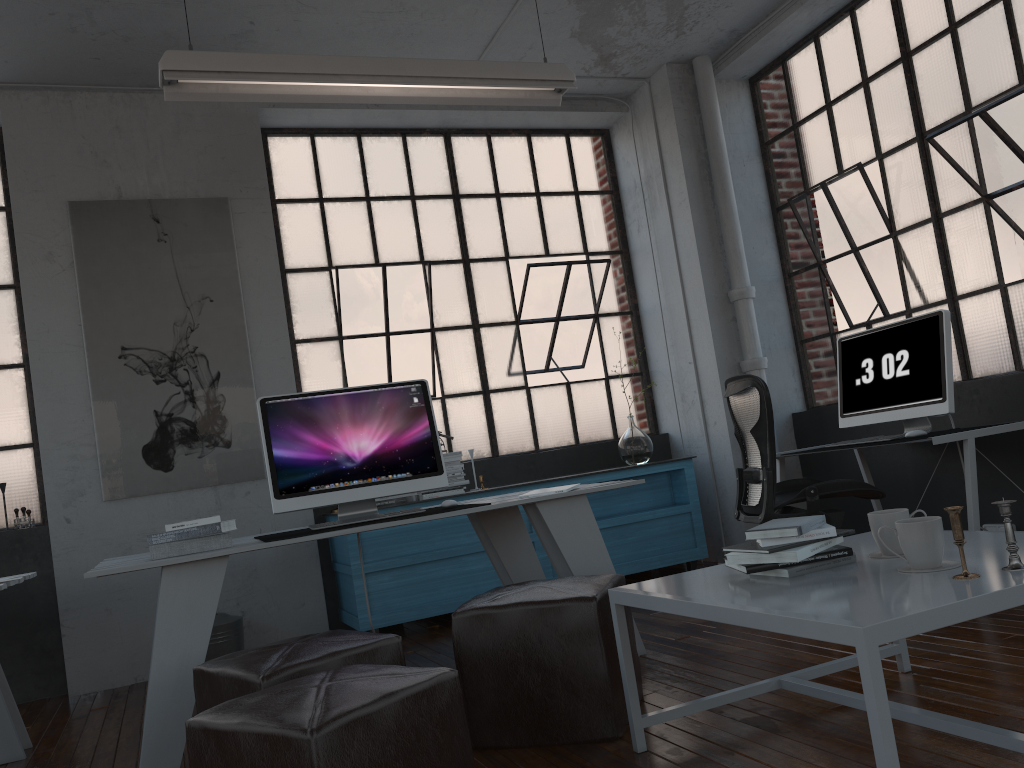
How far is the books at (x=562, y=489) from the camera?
3.52m

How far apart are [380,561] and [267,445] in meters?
1.5

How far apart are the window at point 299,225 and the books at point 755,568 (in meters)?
3.64

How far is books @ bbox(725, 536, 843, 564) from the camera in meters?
2.2 m

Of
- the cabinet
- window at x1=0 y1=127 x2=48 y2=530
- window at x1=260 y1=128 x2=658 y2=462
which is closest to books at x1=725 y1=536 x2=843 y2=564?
the cabinet

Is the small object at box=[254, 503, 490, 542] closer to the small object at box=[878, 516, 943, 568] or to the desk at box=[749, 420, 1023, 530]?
the small object at box=[878, 516, 943, 568]

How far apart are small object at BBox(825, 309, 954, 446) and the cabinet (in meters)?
1.19

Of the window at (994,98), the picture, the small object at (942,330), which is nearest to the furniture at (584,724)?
the small object at (942,330)

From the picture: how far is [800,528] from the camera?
2.2m

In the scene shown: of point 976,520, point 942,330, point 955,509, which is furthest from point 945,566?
point 942,330
